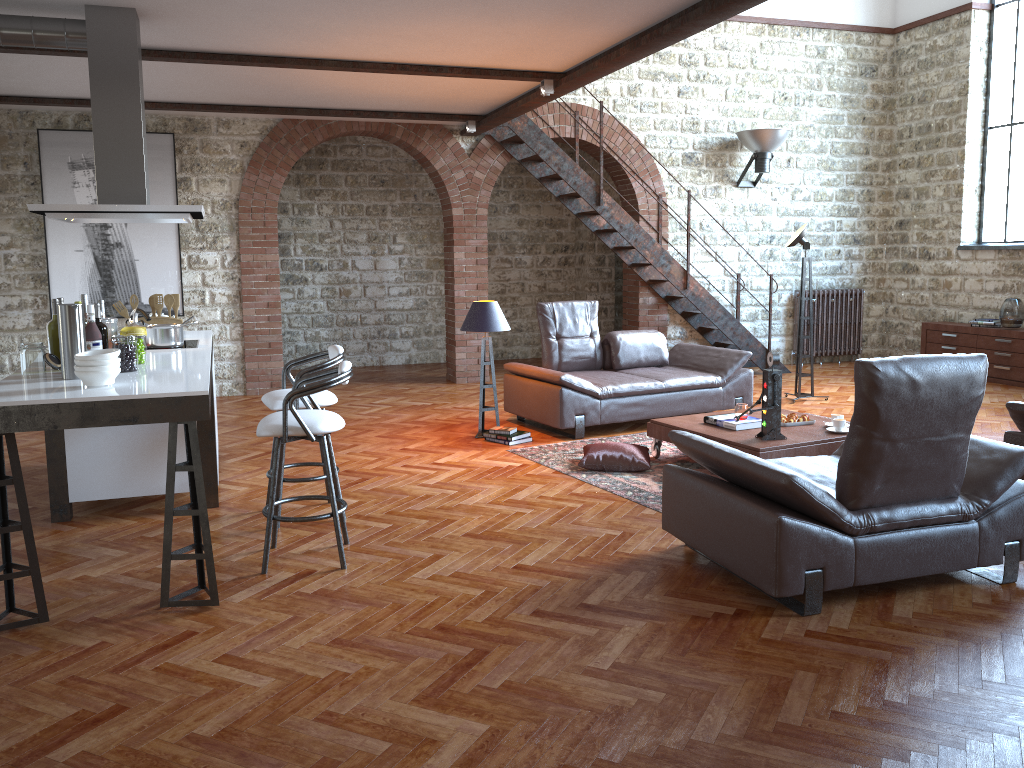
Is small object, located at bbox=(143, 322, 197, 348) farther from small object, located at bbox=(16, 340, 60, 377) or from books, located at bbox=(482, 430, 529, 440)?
books, located at bbox=(482, 430, 529, 440)

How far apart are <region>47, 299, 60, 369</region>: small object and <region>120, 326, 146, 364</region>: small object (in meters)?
0.31

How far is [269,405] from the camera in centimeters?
482cm

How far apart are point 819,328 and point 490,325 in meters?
6.2

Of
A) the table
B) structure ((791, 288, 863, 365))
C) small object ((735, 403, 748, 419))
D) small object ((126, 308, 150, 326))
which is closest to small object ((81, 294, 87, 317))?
small object ((126, 308, 150, 326))

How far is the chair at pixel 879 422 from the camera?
3.6m

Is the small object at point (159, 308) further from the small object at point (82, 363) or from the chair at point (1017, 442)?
the chair at point (1017, 442)

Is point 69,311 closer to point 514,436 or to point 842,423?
point 514,436

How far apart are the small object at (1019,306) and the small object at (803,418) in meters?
5.0

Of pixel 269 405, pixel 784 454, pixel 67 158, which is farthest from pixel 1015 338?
pixel 67 158
